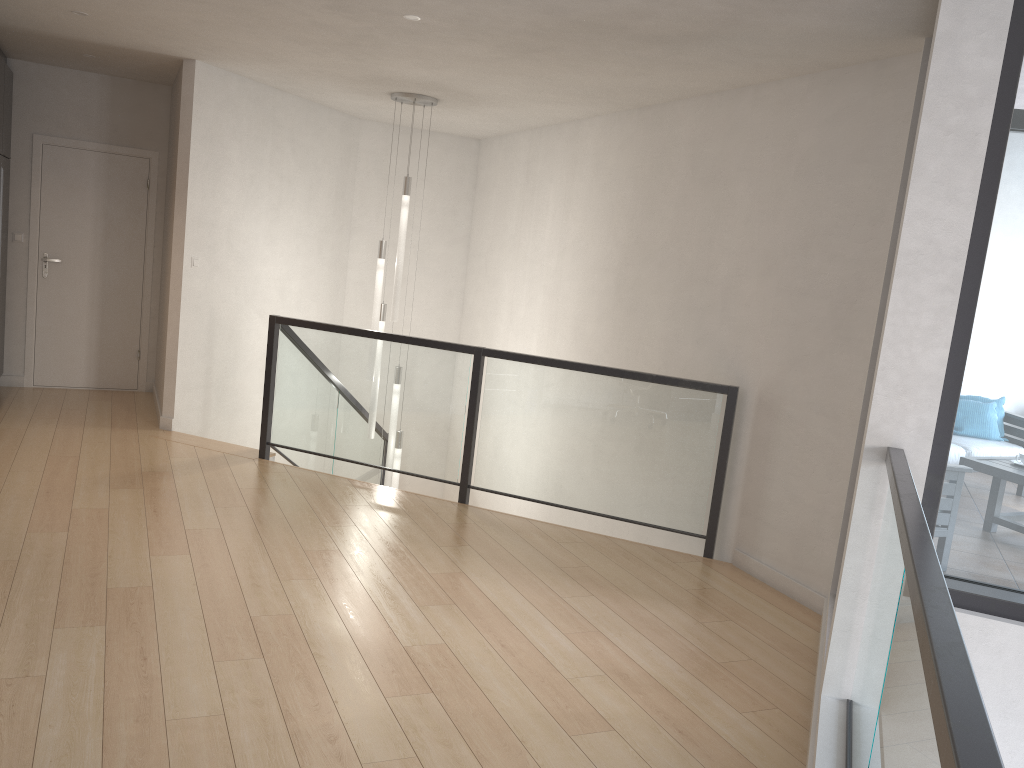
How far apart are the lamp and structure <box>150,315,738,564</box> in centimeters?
28cm

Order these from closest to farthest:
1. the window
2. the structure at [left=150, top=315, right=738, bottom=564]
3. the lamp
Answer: the window < the structure at [left=150, top=315, right=738, bottom=564] < the lamp

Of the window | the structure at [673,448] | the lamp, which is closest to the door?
the structure at [673,448]

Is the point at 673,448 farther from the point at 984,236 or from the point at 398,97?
the point at 398,97

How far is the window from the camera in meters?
2.8 m

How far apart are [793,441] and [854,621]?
1.74m

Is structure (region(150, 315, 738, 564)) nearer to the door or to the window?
the door

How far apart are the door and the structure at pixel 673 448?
1.71m

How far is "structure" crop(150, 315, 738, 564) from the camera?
5.1m

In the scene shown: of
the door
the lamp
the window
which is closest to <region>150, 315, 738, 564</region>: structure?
the lamp
